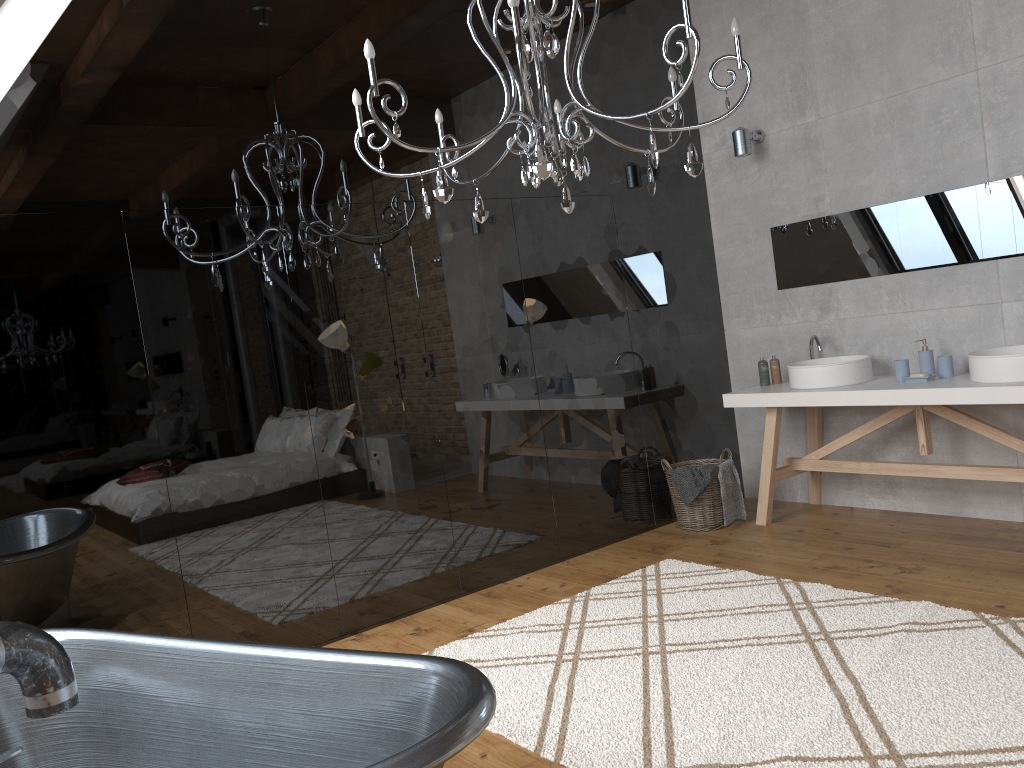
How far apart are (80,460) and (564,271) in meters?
2.7 m

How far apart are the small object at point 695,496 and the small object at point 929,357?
1.2m

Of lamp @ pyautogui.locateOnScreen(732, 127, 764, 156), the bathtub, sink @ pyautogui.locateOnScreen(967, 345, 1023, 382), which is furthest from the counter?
the bathtub

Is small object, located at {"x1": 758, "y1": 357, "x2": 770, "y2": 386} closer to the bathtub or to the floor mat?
the floor mat

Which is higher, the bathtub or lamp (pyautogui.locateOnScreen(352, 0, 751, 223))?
lamp (pyautogui.locateOnScreen(352, 0, 751, 223))

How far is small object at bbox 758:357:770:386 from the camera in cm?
519

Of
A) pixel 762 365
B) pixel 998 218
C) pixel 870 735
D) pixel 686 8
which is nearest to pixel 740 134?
pixel 762 365

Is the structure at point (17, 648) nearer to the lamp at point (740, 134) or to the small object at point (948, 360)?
the small object at point (948, 360)

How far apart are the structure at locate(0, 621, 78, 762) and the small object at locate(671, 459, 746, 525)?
3.7m

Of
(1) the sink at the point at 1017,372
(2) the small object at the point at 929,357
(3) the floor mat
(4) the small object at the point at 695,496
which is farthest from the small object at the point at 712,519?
(1) the sink at the point at 1017,372
